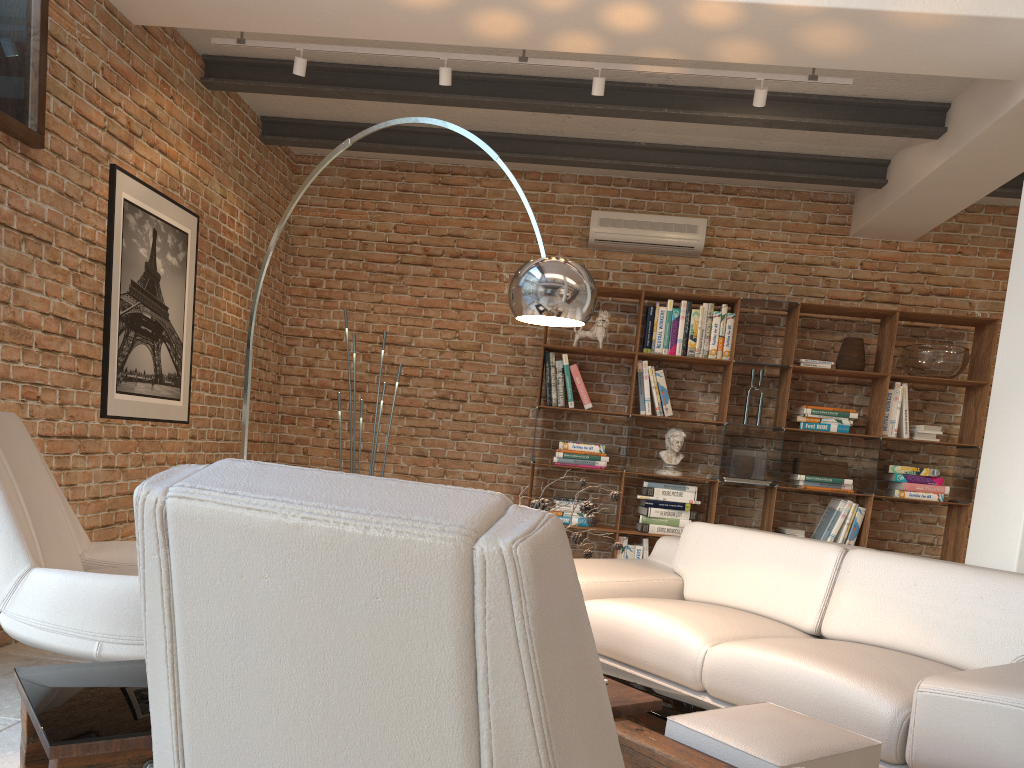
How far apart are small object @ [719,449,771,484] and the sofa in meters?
1.8

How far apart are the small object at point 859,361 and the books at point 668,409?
1.2 meters

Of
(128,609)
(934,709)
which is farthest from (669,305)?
(128,609)

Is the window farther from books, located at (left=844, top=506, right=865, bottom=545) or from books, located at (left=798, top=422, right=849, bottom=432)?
books, located at (left=844, top=506, right=865, bottom=545)

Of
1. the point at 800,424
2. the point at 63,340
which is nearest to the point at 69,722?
the point at 63,340

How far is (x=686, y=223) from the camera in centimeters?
641cm

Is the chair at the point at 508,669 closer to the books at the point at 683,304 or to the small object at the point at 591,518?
the small object at the point at 591,518

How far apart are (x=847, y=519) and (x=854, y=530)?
0.1m

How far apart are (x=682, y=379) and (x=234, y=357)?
3.2 meters

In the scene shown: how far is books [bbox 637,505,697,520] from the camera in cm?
612
